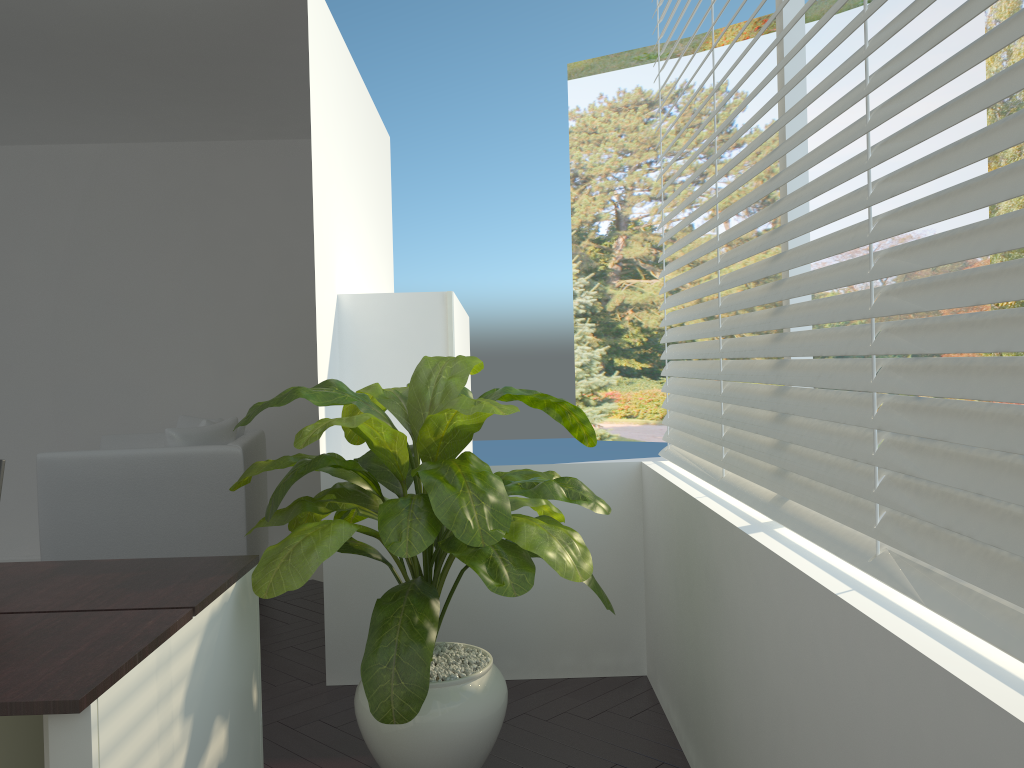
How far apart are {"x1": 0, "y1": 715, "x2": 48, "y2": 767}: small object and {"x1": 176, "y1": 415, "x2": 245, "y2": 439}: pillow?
3.28m

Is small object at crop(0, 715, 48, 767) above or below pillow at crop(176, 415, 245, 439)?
below

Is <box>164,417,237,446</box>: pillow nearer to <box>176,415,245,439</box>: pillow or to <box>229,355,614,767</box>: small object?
<box>176,415,245,439</box>: pillow

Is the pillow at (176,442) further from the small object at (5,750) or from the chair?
the small object at (5,750)

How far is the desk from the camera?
1.4m

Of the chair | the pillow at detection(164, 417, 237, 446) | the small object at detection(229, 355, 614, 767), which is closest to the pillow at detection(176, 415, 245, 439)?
the chair

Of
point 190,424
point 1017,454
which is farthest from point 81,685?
point 190,424

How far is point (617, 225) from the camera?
15.7m

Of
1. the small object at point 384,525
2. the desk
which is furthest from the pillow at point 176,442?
the desk

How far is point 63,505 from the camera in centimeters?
414cm
